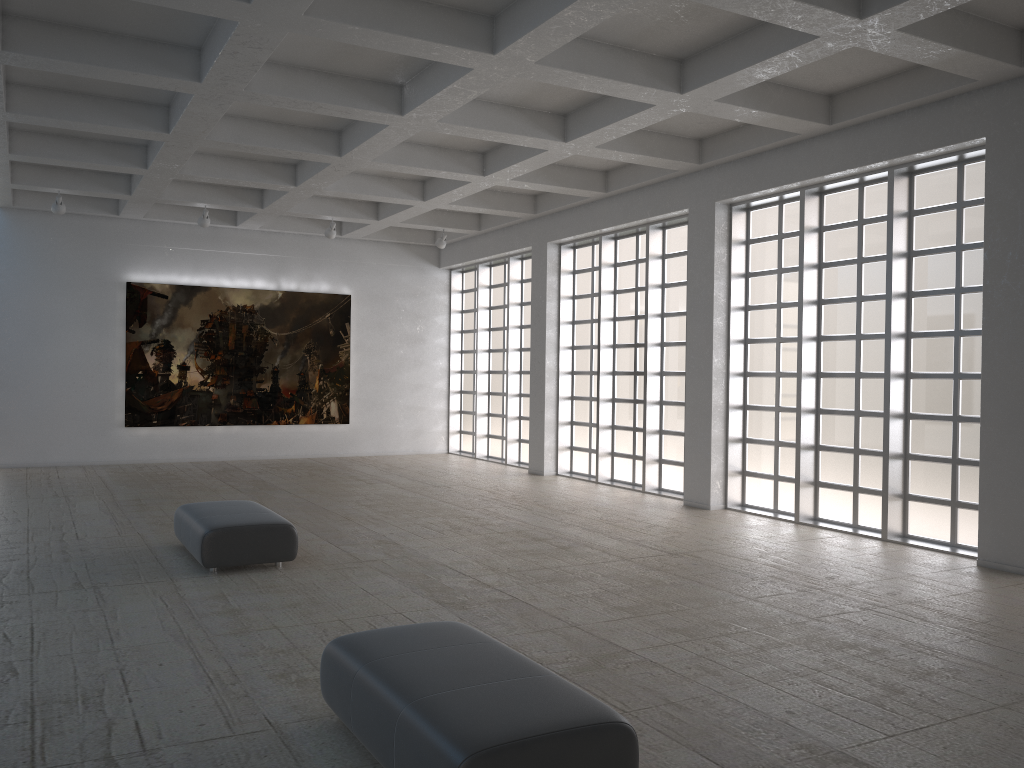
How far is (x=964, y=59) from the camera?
14.6 meters
